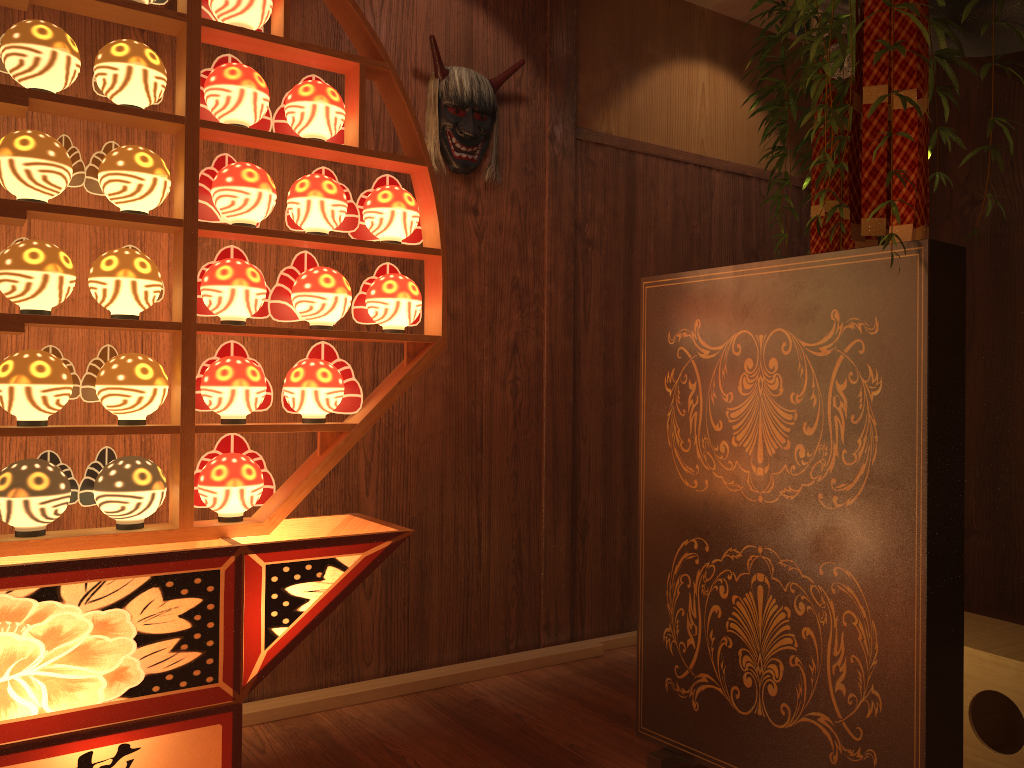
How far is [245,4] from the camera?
1.99m

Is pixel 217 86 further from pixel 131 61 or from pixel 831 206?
pixel 831 206

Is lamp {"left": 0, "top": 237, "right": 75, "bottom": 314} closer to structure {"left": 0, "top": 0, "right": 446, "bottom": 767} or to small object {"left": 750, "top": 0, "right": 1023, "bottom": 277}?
structure {"left": 0, "top": 0, "right": 446, "bottom": 767}

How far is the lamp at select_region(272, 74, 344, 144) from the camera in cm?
208

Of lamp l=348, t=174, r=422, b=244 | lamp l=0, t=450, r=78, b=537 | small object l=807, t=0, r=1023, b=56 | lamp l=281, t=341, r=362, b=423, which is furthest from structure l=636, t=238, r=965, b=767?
lamp l=0, t=450, r=78, b=537

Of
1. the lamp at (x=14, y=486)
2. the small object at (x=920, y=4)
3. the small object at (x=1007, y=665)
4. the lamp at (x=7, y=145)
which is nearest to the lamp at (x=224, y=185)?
the lamp at (x=7, y=145)

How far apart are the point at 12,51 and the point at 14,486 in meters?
0.9

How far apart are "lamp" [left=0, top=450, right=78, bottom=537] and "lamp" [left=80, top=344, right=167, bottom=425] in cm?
14

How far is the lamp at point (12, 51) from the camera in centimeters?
177cm

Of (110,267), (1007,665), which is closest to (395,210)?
(110,267)
